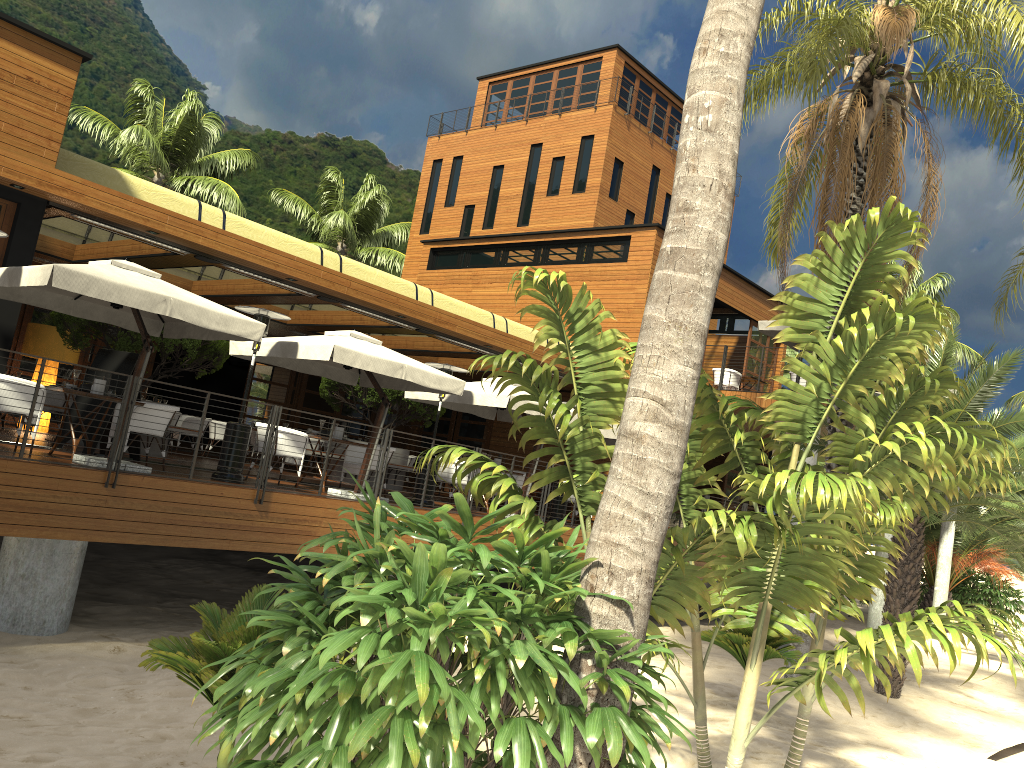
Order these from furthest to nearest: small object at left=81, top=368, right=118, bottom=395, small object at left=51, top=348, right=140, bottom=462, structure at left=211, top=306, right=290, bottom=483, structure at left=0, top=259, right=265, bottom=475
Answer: small object at left=51, top=348, right=140, bottom=462 → structure at left=211, top=306, right=290, bottom=483 → small object at left=81, top=368, right=118, bottom=395 → structure at left=0, top=259, right=265, bottom=475

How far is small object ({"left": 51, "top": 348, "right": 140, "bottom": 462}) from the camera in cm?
1146

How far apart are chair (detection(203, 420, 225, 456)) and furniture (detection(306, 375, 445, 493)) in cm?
213

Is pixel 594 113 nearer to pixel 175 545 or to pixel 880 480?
pixel 175 545

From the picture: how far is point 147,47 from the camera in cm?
3675

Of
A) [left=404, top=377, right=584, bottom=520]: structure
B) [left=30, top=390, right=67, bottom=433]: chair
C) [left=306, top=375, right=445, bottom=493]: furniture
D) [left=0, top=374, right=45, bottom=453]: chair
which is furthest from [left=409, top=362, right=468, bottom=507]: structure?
[left=30, top=390, right=67, bottom=433]: chair

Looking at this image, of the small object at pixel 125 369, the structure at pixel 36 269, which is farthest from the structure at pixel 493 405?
the small object at pixel 125 369

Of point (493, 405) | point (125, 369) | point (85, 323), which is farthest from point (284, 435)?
point (85, 323)

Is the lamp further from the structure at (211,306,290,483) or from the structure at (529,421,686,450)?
the structure at (529,421,686,450)

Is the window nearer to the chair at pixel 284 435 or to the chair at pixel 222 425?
the chair at pixel 222 425
